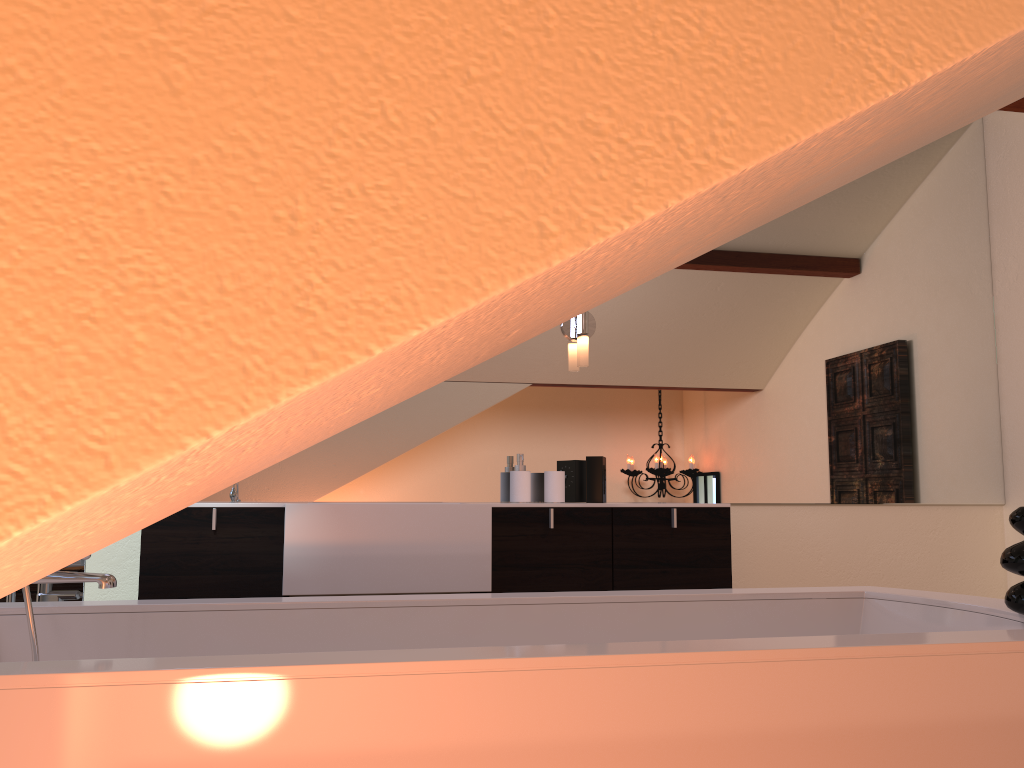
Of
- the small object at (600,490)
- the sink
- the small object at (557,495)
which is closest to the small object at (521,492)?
the small object at (557,495)

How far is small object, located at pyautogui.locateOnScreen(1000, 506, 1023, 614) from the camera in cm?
160

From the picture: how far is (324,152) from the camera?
0.32m

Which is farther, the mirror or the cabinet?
the mirror

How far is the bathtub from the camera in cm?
111

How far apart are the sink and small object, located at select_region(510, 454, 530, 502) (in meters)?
1.54

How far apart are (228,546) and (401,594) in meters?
0.7 m

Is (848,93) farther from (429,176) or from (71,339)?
(71,339)

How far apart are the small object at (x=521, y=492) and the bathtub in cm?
111

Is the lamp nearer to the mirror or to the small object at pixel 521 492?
the mirror
